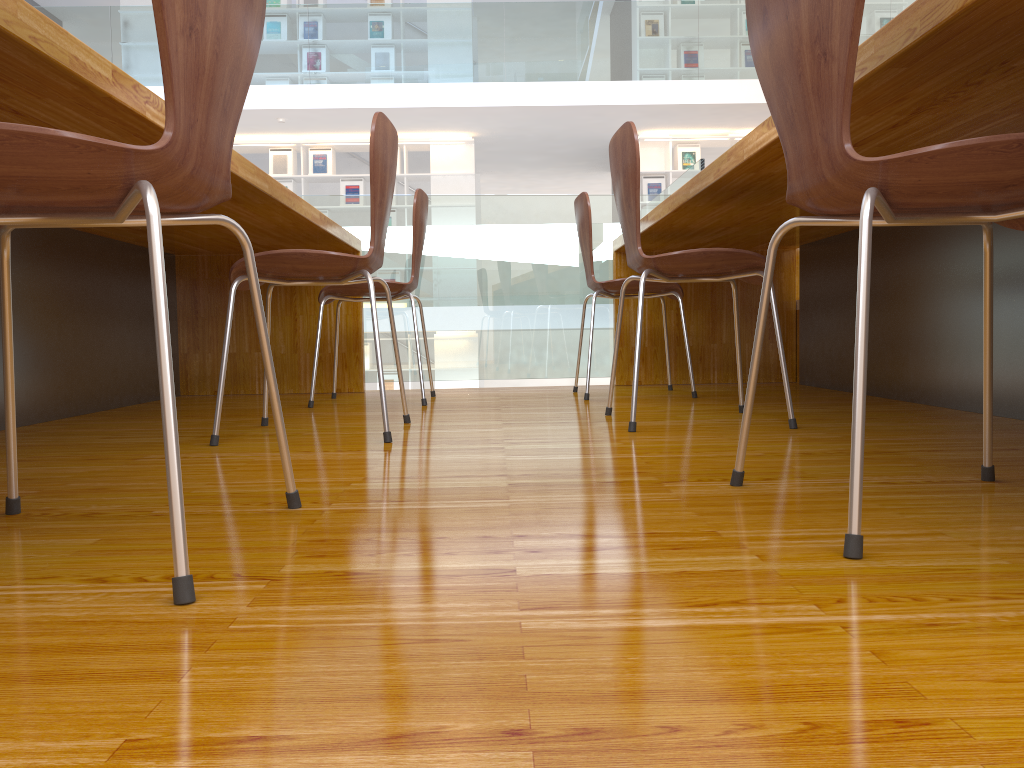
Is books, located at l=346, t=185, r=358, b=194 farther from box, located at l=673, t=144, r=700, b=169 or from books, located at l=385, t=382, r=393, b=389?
box, located at l=673, t=144, r=700, b=169

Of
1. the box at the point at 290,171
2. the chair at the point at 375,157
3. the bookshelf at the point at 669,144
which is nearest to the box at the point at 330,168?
the box at the point at 290,171

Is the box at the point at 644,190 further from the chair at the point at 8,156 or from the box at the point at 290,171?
the chair at the point at 8,156

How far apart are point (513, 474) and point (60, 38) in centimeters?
85cm

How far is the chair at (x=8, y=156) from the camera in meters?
0.8 m

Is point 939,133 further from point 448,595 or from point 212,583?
point 212,583

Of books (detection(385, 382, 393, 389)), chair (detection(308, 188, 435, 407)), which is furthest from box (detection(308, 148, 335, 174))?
chair (detection(308, 188, 435, 407))

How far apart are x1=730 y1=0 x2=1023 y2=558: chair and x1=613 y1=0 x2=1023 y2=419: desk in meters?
0.1

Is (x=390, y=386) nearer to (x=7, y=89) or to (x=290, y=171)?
(x=290, y=171)

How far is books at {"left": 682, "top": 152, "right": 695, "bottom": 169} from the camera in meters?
9.5
